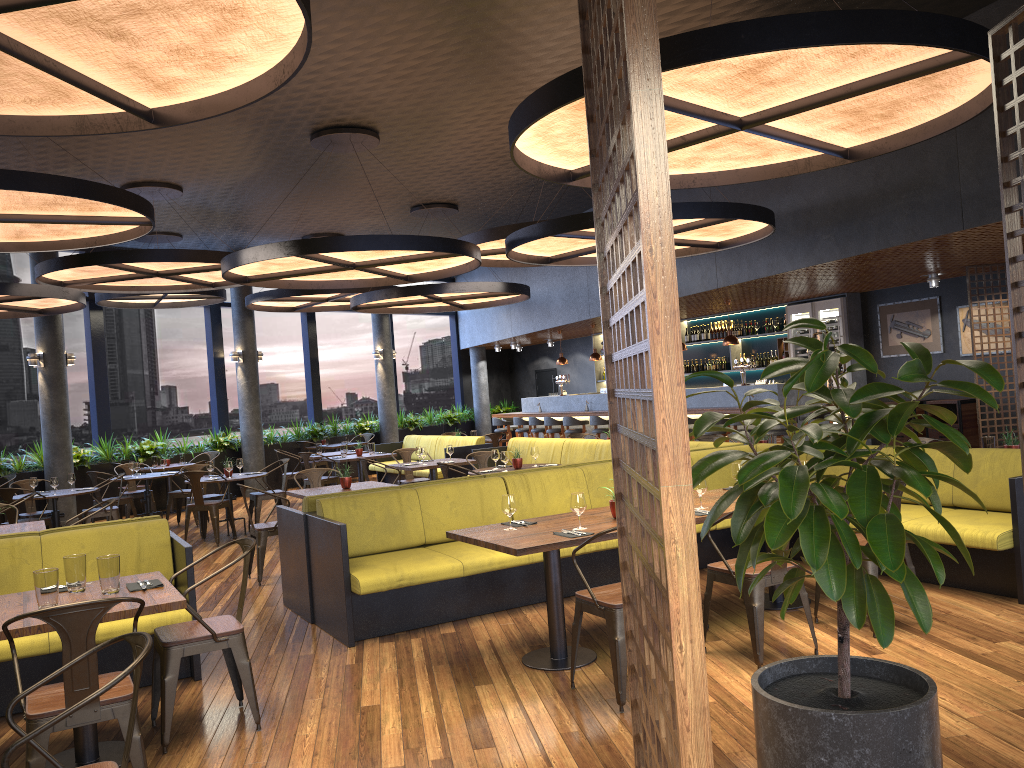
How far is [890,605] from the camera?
2.90m

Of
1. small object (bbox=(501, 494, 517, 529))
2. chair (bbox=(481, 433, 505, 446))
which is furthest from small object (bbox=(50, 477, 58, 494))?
small object (bbox=(501, 494, 517, 529))

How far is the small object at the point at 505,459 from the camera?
9.1m

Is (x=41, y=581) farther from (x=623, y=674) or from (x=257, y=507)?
(x=257, y=507)

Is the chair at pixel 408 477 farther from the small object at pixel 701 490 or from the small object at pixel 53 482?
the small object at pixel 701 490

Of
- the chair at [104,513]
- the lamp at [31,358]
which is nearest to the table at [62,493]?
the chair at [104,513]

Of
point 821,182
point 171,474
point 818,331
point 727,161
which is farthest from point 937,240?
point 171,474

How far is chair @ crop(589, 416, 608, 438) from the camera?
15.1 meters

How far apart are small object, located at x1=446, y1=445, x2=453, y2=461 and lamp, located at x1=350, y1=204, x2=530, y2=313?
2.52m

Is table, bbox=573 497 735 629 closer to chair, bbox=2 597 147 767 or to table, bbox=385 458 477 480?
chair, bbox=2 597 147 767
